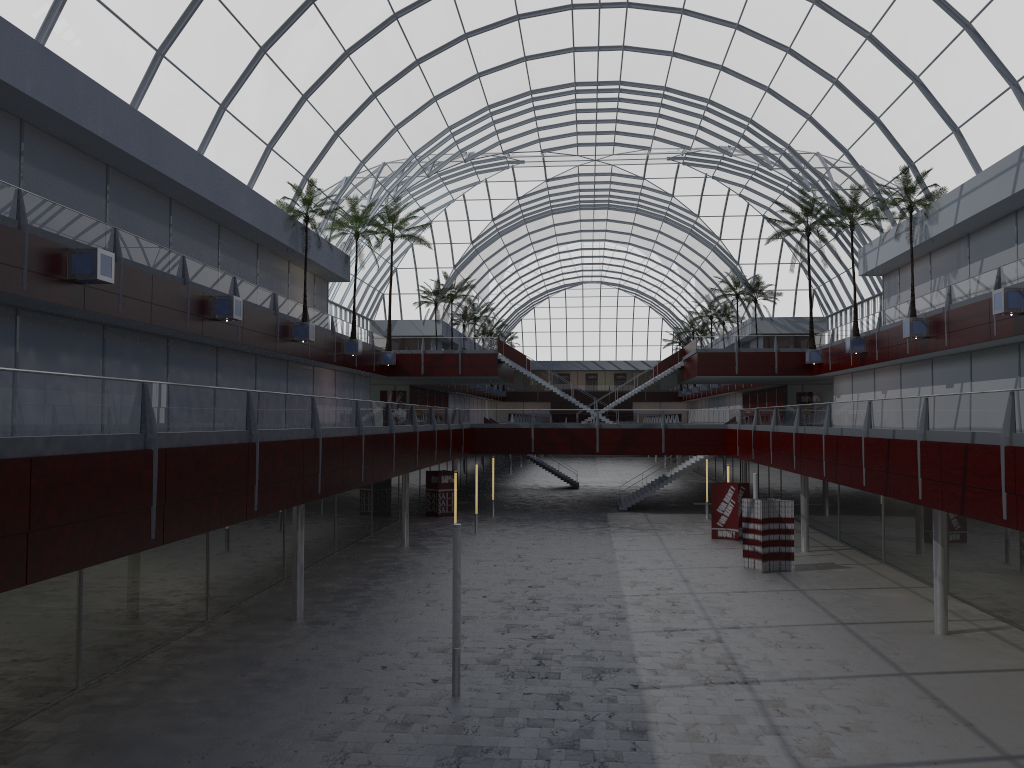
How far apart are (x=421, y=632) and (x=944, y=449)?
16.40m
